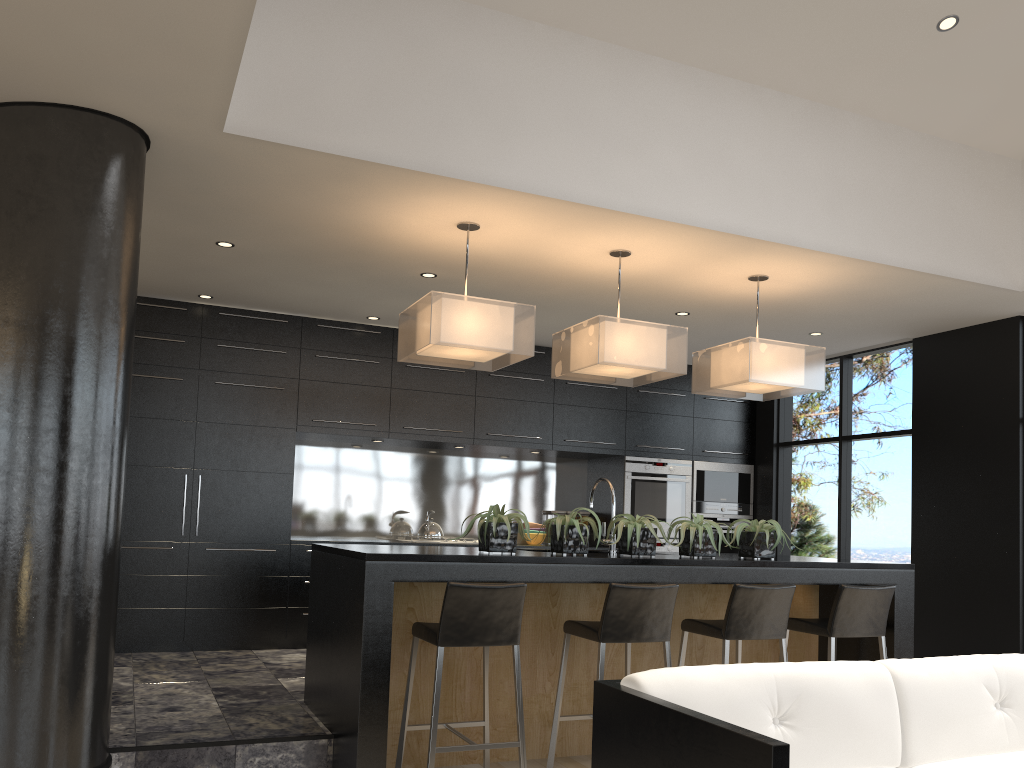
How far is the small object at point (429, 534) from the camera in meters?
7.1

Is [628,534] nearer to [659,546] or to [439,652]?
[439,652]

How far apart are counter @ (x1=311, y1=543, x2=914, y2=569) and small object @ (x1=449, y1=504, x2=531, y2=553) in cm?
3

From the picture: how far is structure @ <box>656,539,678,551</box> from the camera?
7.8 meters

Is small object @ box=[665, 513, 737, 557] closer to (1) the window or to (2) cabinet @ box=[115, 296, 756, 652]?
(2) cabinet @ box=[115, 296, 756, 652]

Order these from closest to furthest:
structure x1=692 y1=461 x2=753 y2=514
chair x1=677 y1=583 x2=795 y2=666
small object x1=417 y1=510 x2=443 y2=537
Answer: chair x1=677 y1=583 x2=795 y2=666 → small object x1=417 y1=510 x2=443 y2=537 → structure x1=692 y1=461 x2=753 y2=514

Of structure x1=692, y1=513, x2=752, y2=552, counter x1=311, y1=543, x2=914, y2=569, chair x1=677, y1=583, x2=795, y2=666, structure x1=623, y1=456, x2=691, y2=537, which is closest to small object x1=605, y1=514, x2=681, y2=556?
counter x1=311, y1=543, x2=914, y2=569

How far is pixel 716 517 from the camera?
8.08m

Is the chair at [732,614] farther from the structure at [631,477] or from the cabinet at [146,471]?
the structure at [631,477]

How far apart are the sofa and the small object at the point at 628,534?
1.6m
